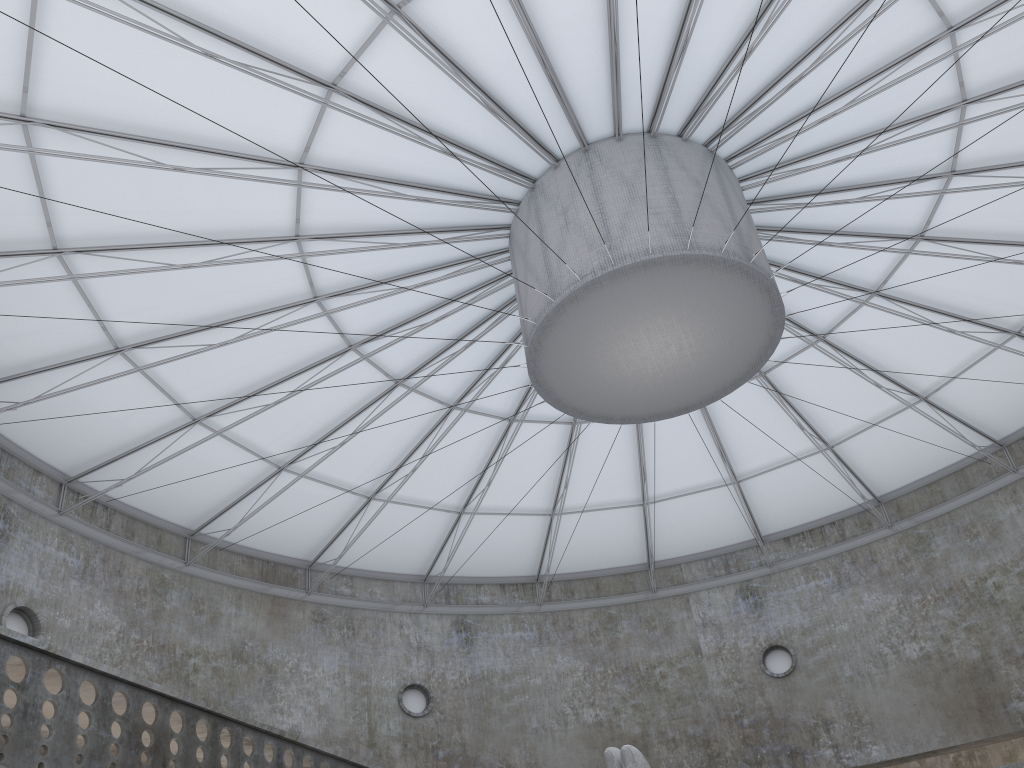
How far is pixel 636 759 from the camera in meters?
16.8 m

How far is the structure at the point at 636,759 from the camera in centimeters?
1678cm

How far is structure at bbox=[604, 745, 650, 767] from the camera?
16.78m
